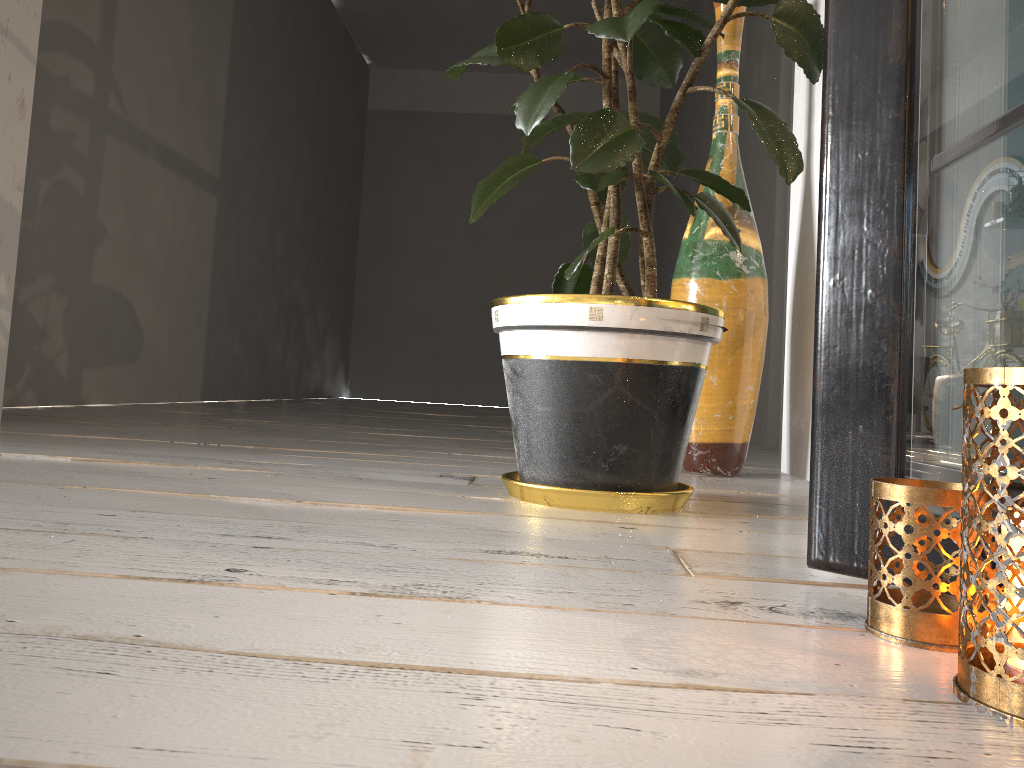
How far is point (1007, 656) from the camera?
0.5m

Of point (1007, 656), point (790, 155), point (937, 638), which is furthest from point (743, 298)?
point (1007, 656)

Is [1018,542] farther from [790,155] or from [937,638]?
[790,155]

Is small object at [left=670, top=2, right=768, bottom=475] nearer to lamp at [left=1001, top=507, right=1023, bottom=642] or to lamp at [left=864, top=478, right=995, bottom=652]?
lamp at [left=864, top=478, right=995, bottom=652]

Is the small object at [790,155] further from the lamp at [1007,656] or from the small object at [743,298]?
the lamp at [1007,656]

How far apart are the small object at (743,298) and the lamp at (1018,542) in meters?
1.3

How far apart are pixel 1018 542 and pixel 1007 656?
0.1 meters

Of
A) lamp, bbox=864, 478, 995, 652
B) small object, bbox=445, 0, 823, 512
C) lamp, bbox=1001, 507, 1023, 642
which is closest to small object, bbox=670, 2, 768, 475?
small object, bbox=445, 0, 823, 512

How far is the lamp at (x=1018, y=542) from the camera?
0.6 meters

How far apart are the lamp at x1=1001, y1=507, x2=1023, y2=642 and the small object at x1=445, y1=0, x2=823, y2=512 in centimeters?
66cm
